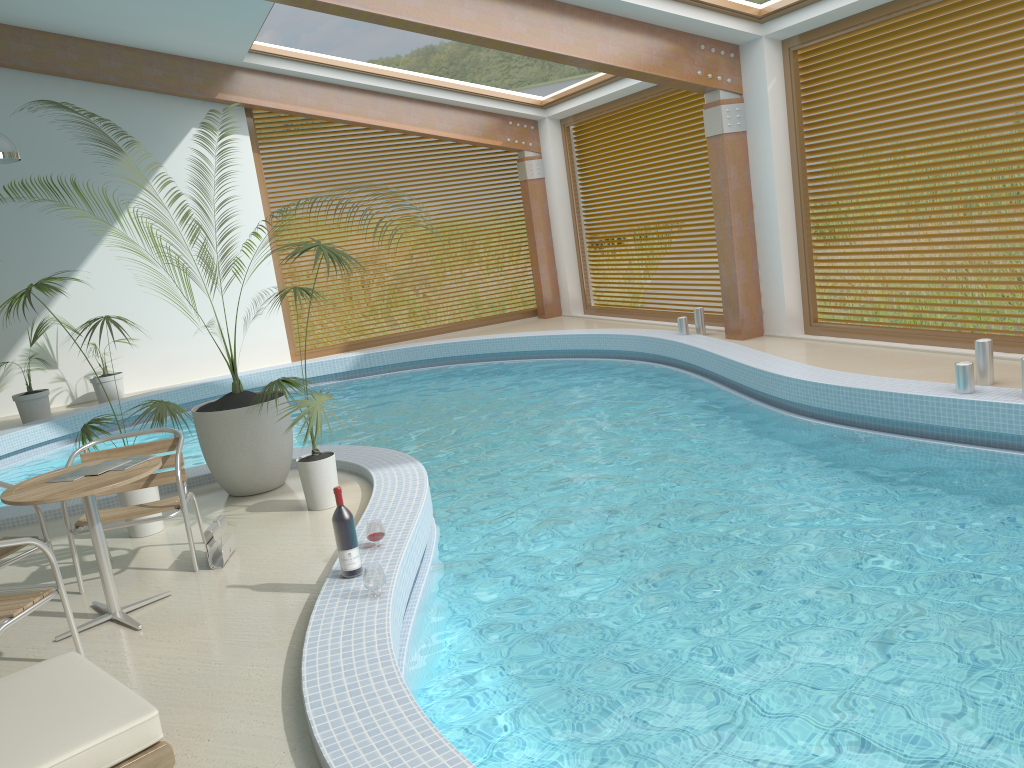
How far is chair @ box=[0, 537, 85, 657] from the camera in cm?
354

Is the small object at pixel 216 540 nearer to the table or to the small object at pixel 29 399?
the table

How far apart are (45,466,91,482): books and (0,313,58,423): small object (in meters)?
7.47

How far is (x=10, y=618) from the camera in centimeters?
354cm

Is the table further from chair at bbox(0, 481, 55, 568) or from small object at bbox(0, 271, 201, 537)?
small object at bbox(0, 271, 201, 537)

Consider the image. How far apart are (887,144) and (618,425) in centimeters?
1045cm

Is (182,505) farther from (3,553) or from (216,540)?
(3,553)

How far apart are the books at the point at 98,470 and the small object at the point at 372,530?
1.3m

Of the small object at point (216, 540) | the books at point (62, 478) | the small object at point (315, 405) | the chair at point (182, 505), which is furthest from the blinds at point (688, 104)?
the books at point (62, 478)

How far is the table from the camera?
3.9m
